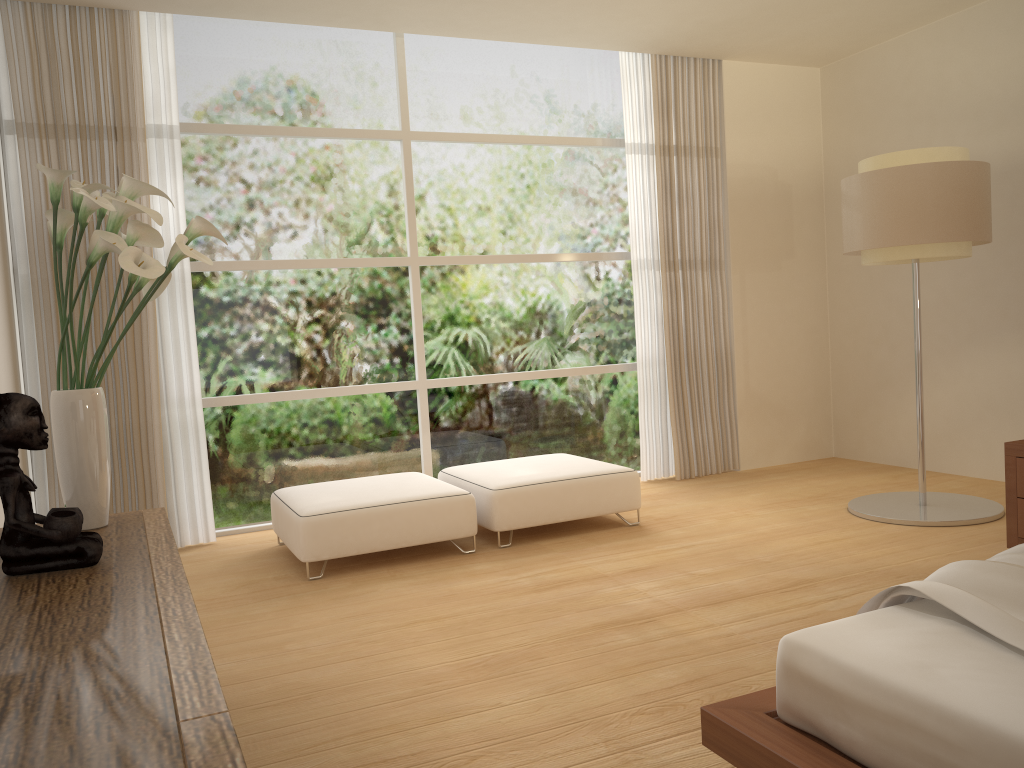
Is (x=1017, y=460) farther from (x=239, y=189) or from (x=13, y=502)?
(x=239, y=189)

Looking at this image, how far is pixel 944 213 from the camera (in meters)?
4.64

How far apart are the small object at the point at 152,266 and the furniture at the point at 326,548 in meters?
1.7 m

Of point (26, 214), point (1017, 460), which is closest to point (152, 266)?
point (26, 214)

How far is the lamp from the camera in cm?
464

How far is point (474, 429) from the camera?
6.3 meters

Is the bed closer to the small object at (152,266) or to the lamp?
the small object at (152,266)

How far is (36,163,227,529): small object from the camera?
2.5 meters

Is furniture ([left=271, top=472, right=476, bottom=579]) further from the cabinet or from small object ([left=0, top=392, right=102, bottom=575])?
small object ([left=0, top=392, right=102, bottom=575])

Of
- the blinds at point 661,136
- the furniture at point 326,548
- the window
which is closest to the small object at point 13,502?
the furniture at point 326,548
